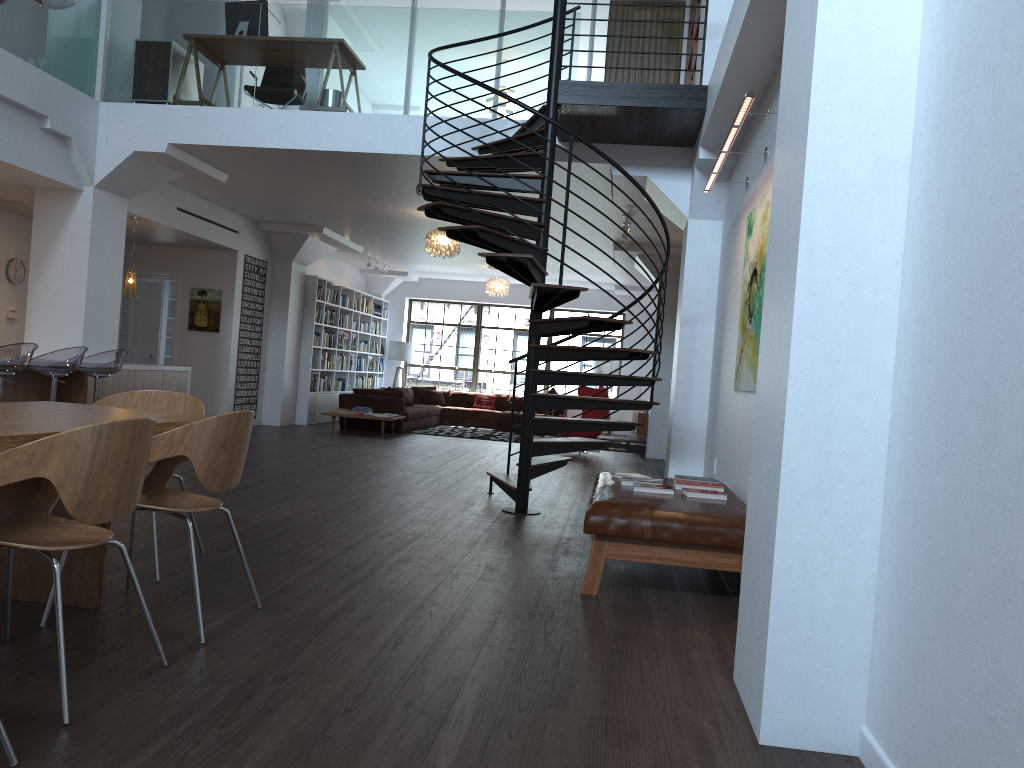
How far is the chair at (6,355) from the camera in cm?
663

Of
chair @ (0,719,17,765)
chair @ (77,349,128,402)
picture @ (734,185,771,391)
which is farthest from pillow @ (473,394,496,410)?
chair @ (0,719,17,765)

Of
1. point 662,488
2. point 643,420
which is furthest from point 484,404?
point 662,488

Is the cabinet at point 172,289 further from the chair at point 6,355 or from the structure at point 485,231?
the structure at point 485,231

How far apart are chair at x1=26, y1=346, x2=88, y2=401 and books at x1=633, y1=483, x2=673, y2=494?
5.0 meters

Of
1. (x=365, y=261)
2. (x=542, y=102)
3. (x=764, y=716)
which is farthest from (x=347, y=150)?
(x=365, y=261)

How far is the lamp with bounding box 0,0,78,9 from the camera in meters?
3.4

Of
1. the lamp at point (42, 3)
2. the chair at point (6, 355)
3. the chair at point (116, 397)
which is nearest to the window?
the chair at point (6, 355)

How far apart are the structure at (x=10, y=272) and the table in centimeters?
744cm

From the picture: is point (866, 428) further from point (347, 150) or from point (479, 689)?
point (347, 150)
